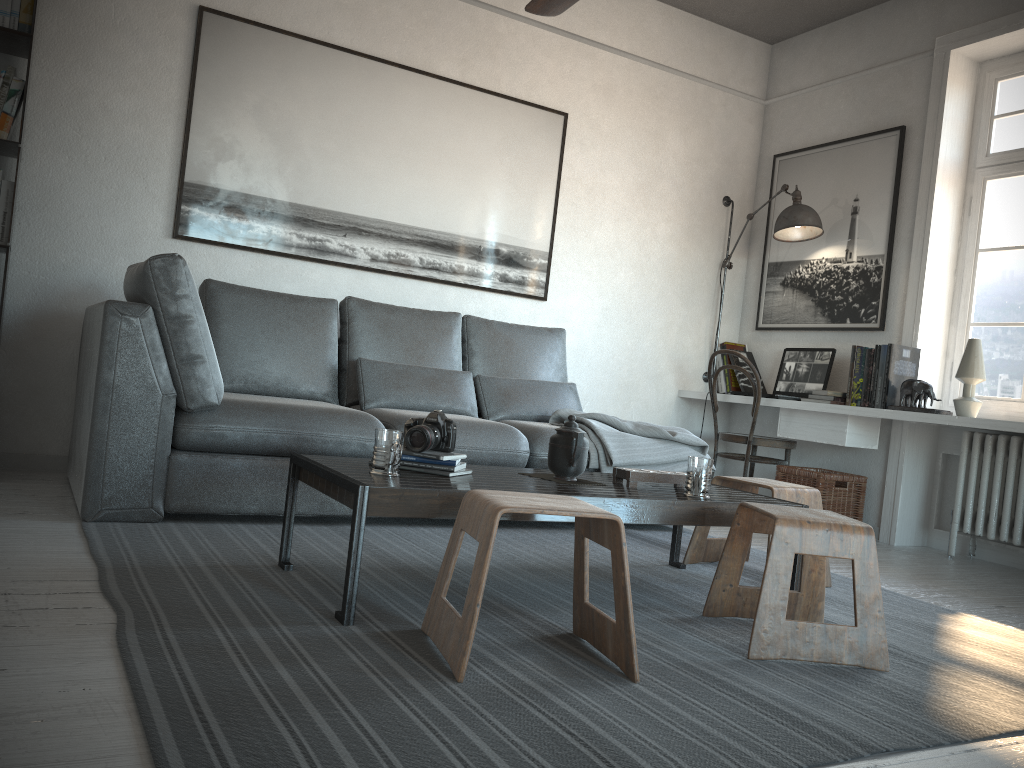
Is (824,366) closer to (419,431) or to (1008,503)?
(1008,503)

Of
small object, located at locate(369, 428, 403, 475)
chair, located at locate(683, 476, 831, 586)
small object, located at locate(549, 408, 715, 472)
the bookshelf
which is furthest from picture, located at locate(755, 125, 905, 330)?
the bookshelf

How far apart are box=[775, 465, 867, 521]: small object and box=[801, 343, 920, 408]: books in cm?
37

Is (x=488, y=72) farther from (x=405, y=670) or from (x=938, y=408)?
(x=405, y=670)

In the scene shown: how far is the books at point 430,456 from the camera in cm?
241

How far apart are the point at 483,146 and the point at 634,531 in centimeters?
216cm

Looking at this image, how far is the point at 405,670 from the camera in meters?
1.8

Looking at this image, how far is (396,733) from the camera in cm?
145

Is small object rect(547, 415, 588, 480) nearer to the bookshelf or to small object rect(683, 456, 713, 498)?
small object rect(683, 456, 713, 498)

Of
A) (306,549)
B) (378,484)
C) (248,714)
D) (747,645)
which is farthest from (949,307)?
(248,714)
